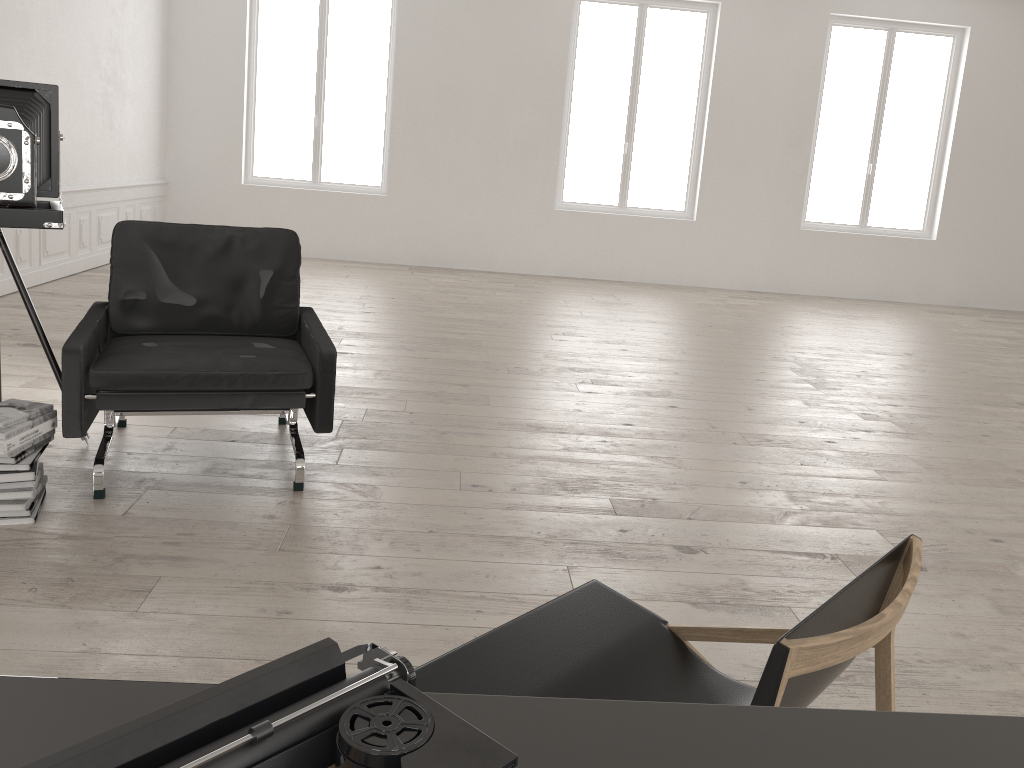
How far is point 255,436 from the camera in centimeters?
415cm

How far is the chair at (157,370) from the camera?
3.2m

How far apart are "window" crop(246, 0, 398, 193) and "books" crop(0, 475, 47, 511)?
7.92m

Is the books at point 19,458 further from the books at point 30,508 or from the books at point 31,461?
the books at point 30,508

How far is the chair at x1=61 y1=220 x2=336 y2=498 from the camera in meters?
3.2

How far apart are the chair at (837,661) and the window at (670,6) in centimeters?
919cm

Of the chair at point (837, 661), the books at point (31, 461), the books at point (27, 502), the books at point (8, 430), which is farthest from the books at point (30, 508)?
the chair at point (837, 661)

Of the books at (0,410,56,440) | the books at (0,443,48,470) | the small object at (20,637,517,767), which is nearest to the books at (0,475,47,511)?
the books at (0,443,48,470)

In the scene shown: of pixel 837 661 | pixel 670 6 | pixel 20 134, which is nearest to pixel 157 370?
pixel 20 134

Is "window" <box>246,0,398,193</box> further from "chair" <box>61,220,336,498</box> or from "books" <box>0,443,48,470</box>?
"books" <box>0,443,48,470</box>
